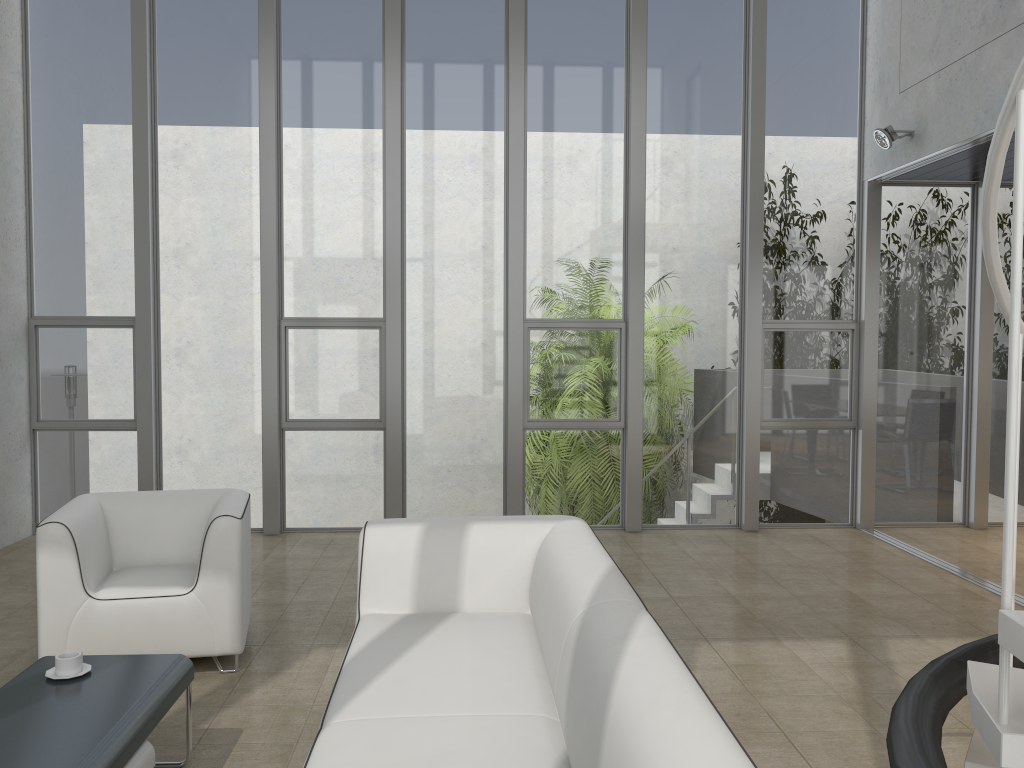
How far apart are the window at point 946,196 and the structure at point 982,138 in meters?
0.3

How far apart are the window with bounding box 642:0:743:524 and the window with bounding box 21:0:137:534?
3.9 meters

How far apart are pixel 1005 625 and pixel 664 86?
5.9 meters

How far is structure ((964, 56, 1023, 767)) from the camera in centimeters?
147cm

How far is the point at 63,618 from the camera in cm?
367

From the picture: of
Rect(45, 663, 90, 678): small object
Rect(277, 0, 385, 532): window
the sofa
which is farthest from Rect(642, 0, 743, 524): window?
Rect(45, 663, 90, 678): small object

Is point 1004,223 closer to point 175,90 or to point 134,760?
point 175,90

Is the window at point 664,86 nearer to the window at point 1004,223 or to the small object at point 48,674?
the window at point 1004,223

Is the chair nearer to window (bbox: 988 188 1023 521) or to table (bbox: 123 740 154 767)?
table (bbox: 123 740 154 767)

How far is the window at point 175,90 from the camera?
6.6m
